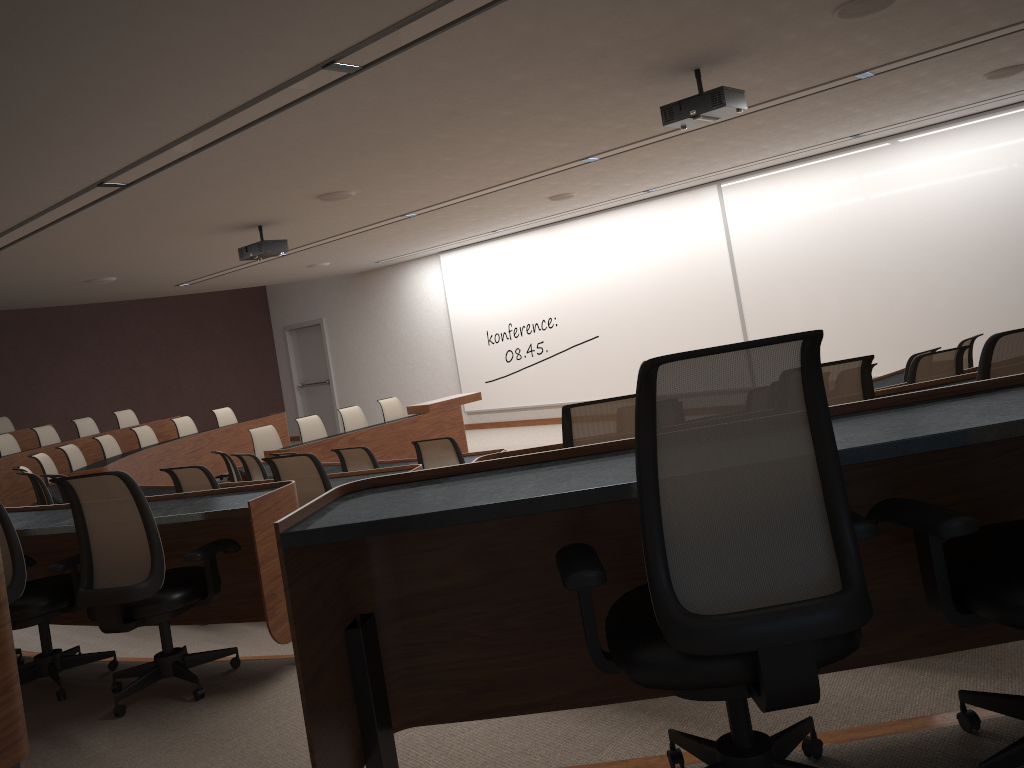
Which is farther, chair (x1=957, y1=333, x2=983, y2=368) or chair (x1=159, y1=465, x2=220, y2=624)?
chair (x1=957, y1=333, x2=983, y2=368)

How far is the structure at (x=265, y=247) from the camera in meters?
8.8

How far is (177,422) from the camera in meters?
11.9

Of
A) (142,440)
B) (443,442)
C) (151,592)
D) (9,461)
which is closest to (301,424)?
(142,440)

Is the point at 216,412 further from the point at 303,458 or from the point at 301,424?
the point at 303,458

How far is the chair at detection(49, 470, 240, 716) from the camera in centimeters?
339cm

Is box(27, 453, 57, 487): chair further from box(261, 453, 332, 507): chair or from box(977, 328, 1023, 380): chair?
box(977, 328, 1023, 380): chair

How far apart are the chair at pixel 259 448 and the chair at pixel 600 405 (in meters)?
7.88

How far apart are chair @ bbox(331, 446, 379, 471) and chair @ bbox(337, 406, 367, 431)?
4.5 meters

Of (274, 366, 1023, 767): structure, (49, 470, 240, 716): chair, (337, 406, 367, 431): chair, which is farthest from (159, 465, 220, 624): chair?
(337, 406, 367, 431): chair
